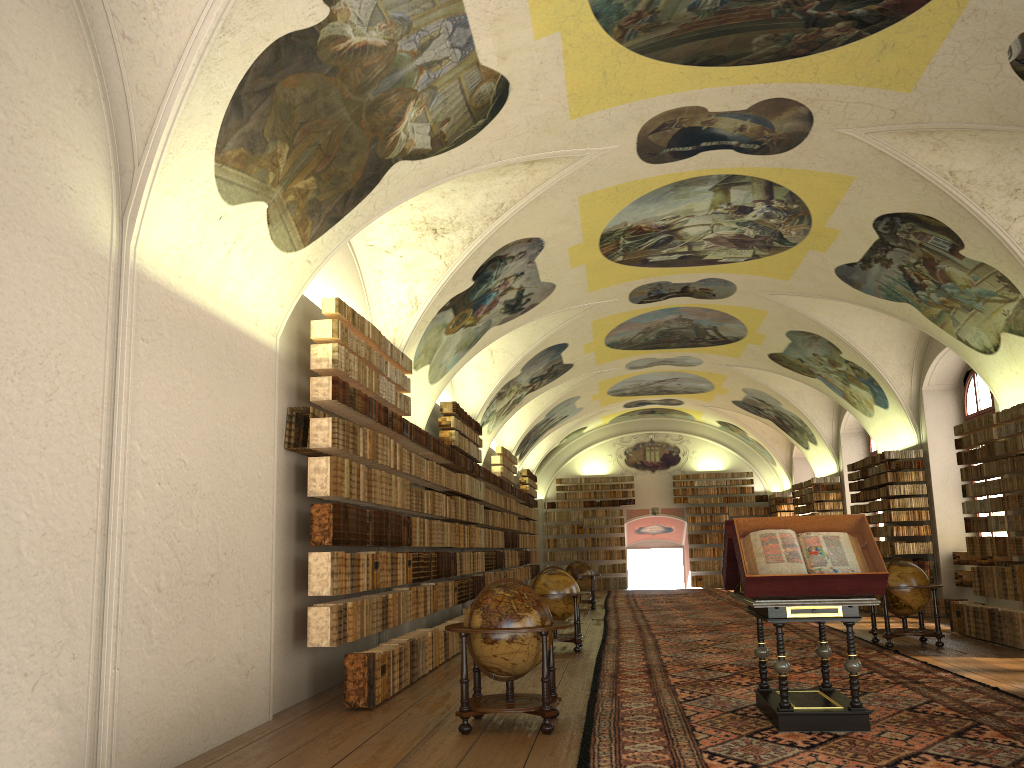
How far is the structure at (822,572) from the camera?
8.0 meters

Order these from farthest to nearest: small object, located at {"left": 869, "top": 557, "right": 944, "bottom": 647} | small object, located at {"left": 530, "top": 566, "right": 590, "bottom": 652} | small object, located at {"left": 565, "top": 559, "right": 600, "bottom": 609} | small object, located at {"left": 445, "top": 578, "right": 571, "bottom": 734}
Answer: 1. small object, located at {"left": 565, "top": 559, "right": 600, "bottom": 609}
2. small object, located at {"left": 530, "top": 566, "right": 590, "bottom": 652}
3. small object, located at {"left": 869, "top": 557, "right": 944, "bottom": 647}
4. small object, located at {"left": 445, "top": 578, "right": 571, "bottom": 734}

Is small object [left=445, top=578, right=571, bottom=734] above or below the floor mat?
above

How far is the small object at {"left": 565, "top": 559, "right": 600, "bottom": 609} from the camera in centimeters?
2569cm

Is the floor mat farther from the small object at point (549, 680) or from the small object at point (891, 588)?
the small object at point (549, 680)

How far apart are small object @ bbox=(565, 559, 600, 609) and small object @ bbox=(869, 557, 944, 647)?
11.3 meters

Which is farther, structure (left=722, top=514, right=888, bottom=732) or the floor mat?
structure (left=722, top=514, right=888, bottom=732)

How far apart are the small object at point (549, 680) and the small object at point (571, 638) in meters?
5.7 m

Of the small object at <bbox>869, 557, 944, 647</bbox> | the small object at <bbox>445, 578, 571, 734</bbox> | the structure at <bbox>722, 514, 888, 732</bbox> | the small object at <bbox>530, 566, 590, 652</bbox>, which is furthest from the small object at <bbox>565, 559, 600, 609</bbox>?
the small object at <bbox>445, 578, 571, 734</bbox>

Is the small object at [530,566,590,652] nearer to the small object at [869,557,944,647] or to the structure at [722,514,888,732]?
the small object at [869,557,944,647]
